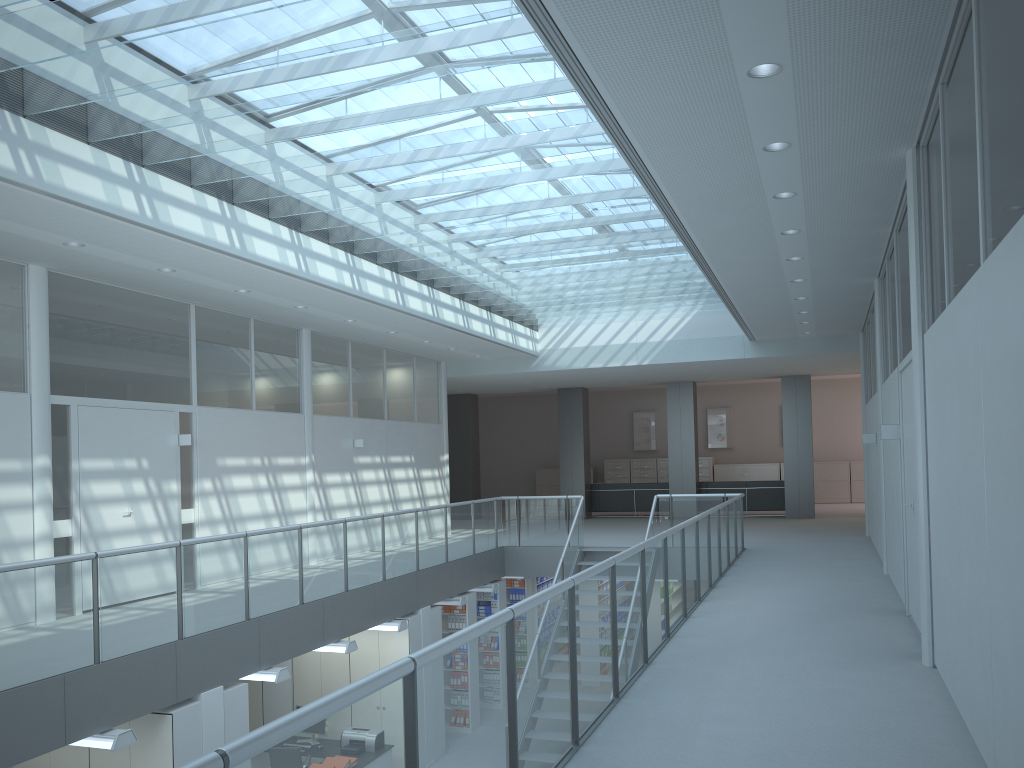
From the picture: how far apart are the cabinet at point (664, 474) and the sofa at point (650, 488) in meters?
4.6 m

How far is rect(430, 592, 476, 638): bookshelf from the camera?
11.57m

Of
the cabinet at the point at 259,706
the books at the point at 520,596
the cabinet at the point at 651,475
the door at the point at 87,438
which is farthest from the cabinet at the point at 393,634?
the cabinet at the point at 651,475

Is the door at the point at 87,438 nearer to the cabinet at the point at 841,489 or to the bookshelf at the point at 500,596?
the bookshelf at the point at 500,596

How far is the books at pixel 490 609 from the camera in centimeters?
1265cm

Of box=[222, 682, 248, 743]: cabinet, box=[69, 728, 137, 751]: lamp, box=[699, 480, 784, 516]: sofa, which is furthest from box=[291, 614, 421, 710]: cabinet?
box=[699, 480, 784, 516]: sofa

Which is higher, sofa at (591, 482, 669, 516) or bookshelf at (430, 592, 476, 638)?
sofa at (591, 482, 669, 516)

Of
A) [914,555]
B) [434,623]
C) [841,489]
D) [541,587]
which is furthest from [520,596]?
[841,489]

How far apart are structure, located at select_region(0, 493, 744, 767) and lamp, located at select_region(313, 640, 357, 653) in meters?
0.5

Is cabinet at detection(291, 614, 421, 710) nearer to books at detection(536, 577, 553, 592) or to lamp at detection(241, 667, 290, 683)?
lamp at detection(241, 667, 290, 683)
